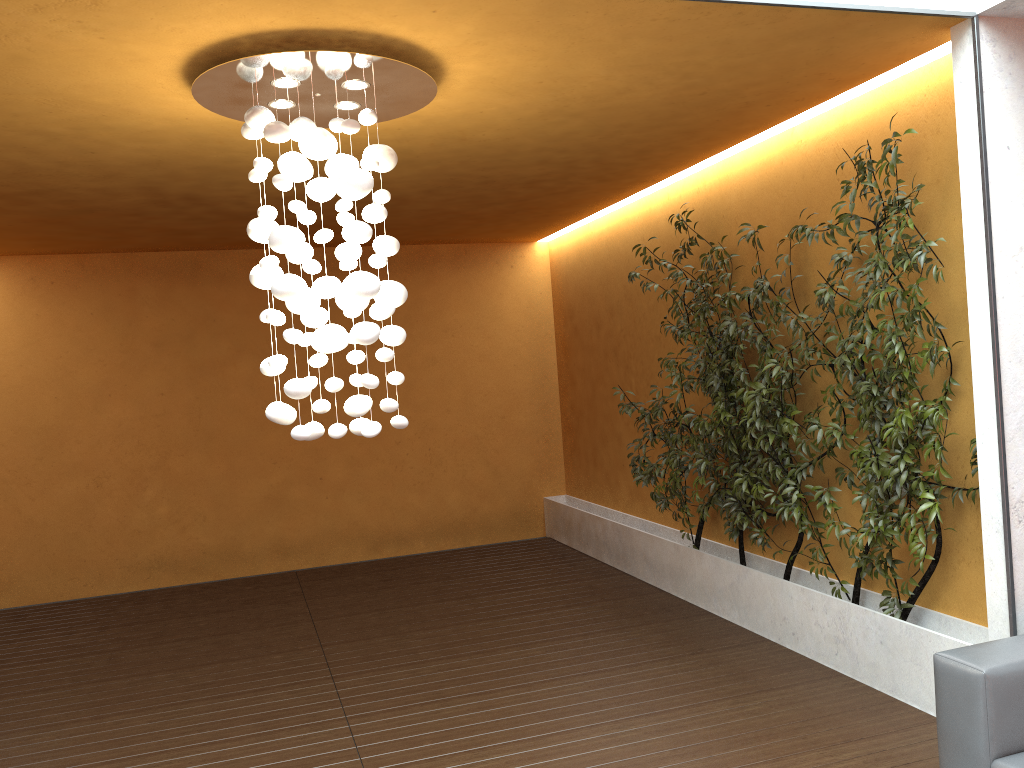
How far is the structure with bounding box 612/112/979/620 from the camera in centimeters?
394cm

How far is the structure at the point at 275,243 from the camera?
3.4m

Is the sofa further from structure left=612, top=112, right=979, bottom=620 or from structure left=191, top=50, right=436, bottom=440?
structure left=191, top=50, right=436, bottom=440

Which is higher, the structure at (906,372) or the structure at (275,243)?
the structure at (275,243)

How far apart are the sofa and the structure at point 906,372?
0.6m

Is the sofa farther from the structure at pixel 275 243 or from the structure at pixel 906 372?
the structure at pixel 275 243

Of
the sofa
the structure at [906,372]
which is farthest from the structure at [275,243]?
the sofa

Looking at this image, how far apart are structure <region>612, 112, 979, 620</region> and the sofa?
0.6 meters

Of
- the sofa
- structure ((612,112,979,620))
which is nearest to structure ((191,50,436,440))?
structure ((612,112,979,620))

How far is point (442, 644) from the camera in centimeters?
563cm
